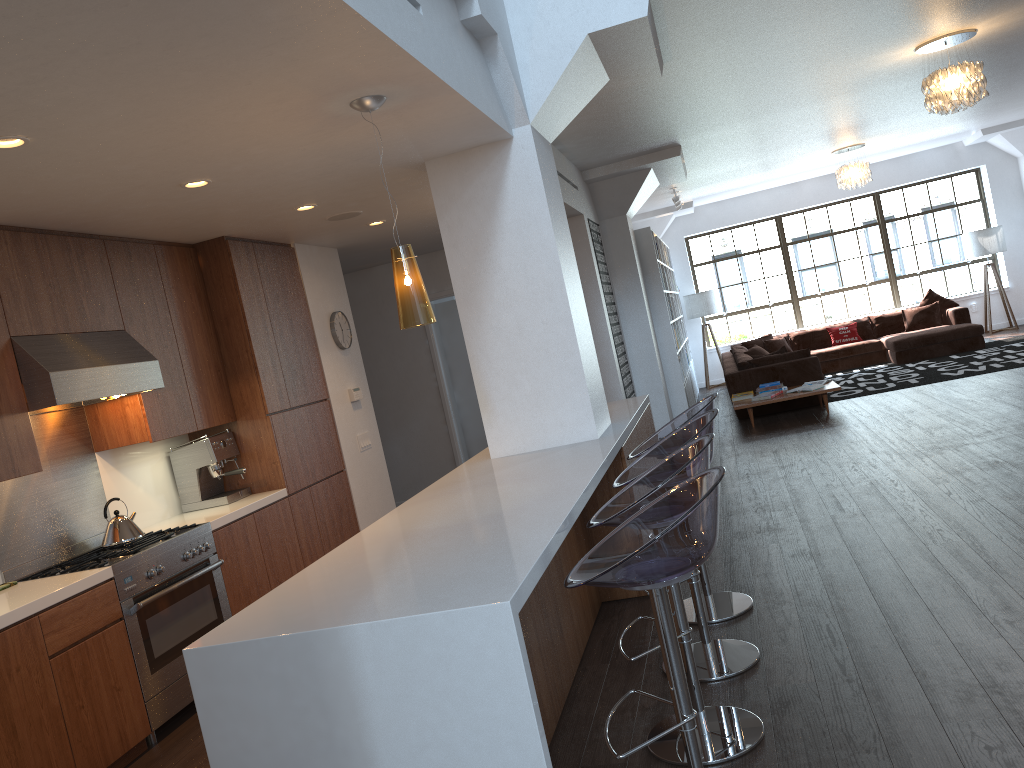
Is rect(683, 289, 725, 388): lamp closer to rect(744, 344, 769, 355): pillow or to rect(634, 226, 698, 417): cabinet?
rect(634, 226, 698, 417): cabinet

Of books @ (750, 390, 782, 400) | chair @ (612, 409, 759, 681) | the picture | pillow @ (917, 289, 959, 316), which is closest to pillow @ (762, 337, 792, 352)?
pillow @ (917, 289, 959, 316)

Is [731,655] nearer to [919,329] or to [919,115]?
[919,115]

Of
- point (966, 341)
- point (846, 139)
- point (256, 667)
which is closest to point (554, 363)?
point (256, 667)

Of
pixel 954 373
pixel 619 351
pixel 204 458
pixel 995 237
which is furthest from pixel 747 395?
pixel 204 458

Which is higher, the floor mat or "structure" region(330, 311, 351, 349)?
"structure" region(330, 311, 351, 349)

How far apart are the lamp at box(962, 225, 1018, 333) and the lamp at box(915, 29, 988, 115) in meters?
7.3

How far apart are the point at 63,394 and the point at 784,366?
7.97m

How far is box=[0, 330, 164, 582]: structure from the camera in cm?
404

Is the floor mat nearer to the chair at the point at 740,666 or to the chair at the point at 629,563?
the chair at the point at 740,666
